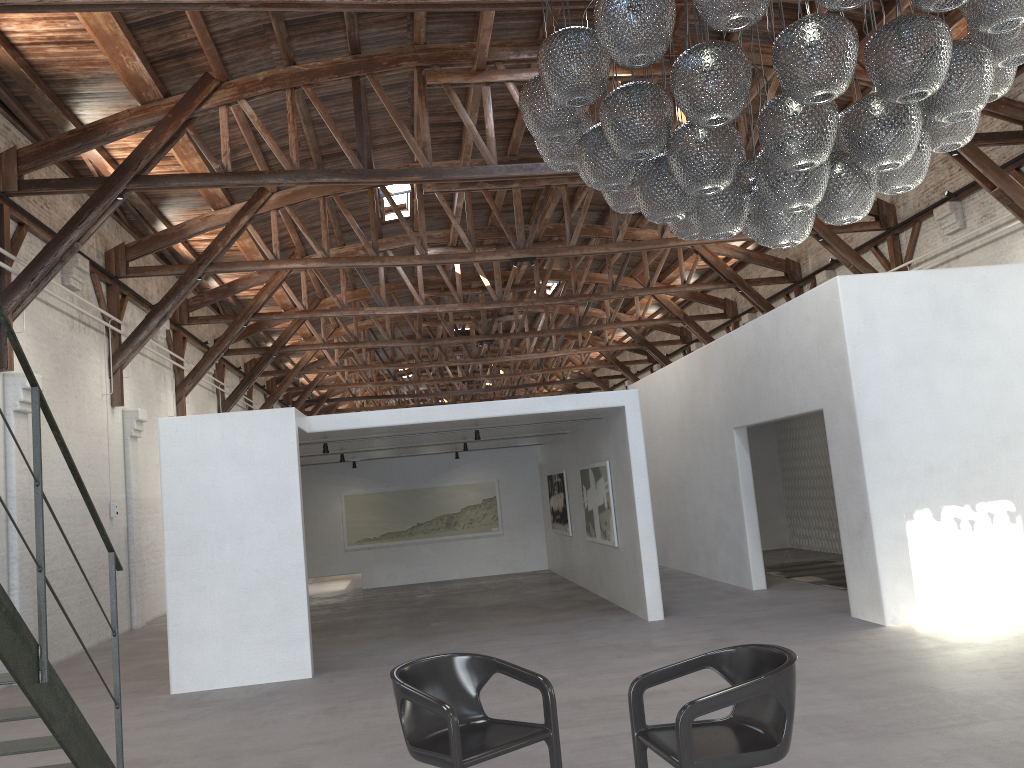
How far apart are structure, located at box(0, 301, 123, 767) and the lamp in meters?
2.6 m

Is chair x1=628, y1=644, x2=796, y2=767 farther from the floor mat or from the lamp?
the floor mat

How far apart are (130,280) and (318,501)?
5.0m

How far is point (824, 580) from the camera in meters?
11.3

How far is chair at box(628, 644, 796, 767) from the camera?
3.38m

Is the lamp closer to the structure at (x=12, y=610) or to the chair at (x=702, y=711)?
Result: the chair at (x=702, y=711)

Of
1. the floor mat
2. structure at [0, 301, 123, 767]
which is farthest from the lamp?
the floor mat

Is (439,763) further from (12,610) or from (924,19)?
(924,19)

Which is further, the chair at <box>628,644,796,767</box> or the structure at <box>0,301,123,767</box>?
the structure at <box>0,301,123,767</box>

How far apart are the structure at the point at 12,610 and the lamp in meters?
2.6 m
